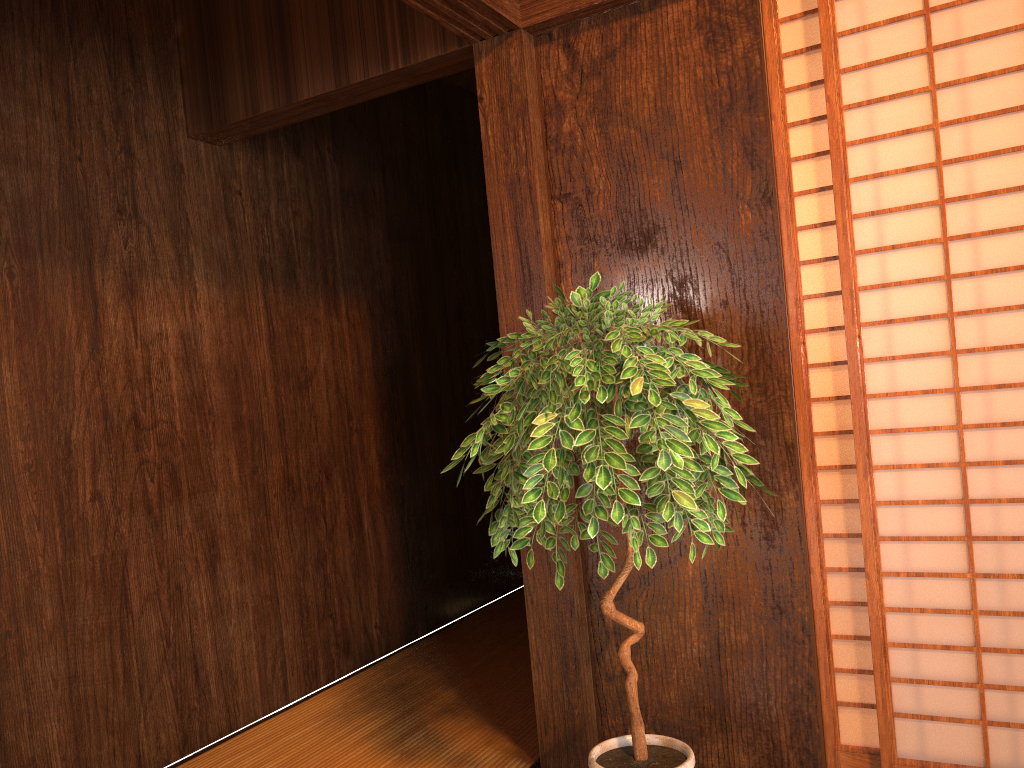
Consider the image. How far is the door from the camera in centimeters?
206cm

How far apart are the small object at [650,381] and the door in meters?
0.3 m

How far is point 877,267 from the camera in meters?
12.9

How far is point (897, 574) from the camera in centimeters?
206cm

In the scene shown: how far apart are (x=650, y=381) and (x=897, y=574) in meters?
0.8 m

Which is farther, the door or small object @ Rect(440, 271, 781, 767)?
the door

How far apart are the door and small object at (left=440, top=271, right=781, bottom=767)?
0.27m

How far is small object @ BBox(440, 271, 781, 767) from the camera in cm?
172

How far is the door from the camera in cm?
206
